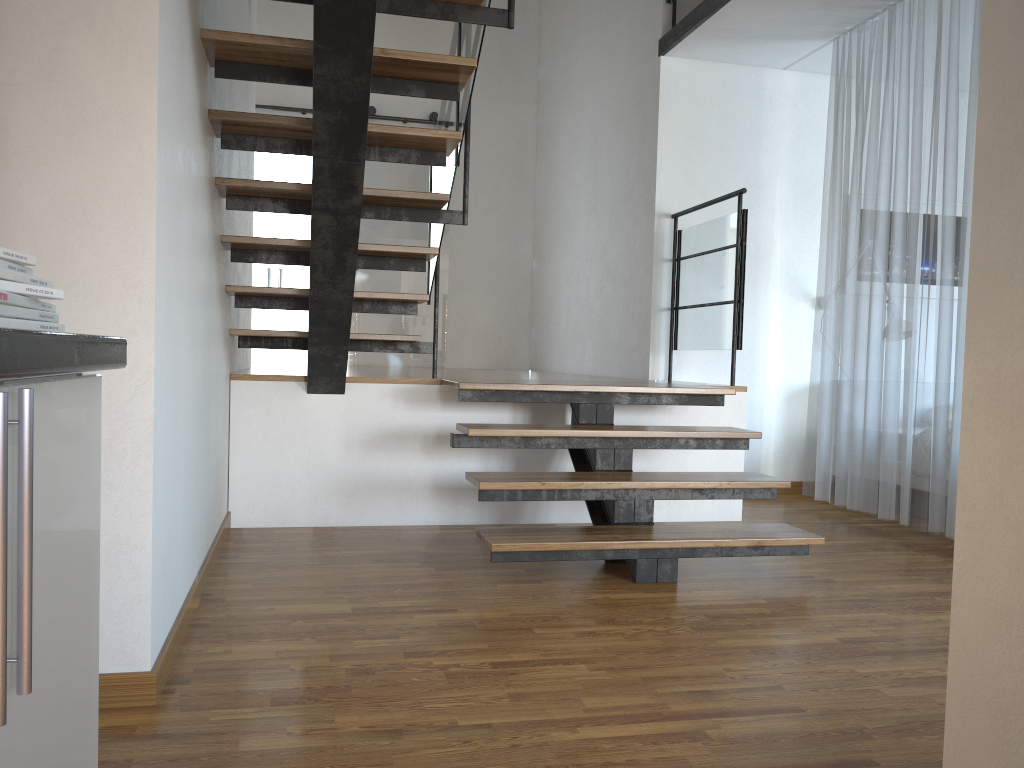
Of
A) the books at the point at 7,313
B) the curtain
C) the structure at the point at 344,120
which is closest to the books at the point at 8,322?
the books at the point at 7,313

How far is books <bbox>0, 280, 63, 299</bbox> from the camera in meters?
0.8 m

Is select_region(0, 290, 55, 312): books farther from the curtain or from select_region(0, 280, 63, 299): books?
the curtain

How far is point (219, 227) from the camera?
3.6m

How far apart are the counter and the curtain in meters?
4.1 m

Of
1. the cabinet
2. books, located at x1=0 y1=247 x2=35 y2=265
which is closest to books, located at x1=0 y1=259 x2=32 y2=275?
books, located at x1=0 y1=247 x2=35 y2=265

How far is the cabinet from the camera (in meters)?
0.65

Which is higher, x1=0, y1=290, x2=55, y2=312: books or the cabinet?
→ x1=0, y1=290, x2=55, y2=312: books

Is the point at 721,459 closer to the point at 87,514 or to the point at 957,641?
the point at 957,641

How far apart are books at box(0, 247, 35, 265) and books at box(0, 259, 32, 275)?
0.01m
